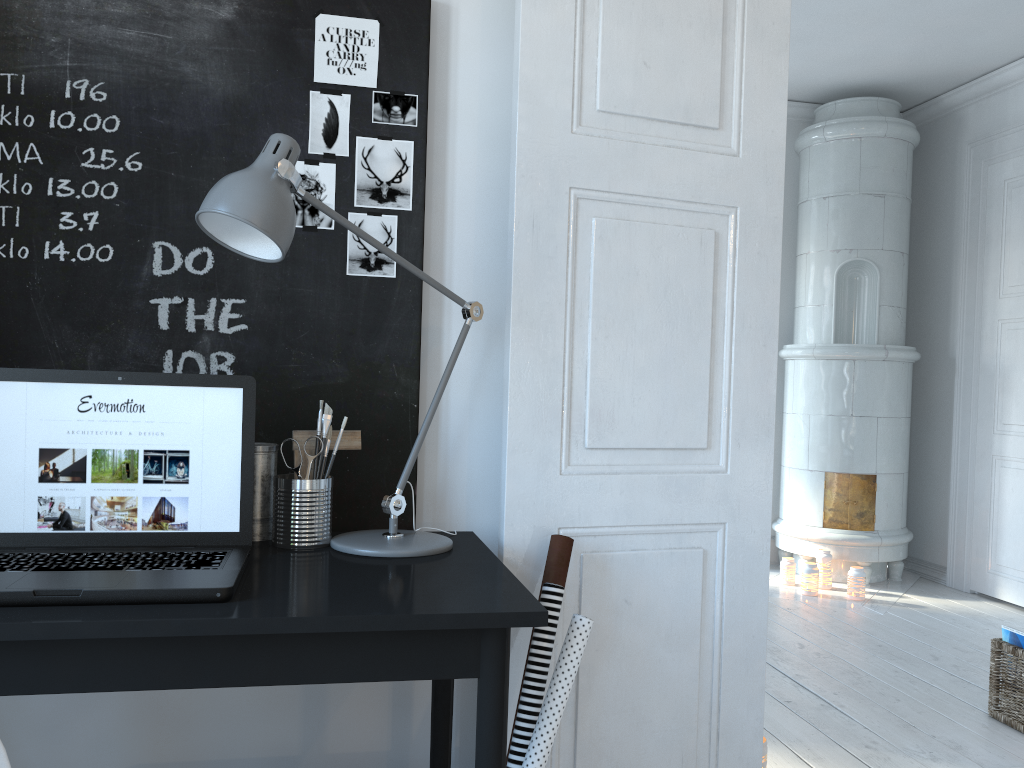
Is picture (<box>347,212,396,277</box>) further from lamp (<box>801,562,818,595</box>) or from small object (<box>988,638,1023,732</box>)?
lamp (<box>801,562,818,595</box>)

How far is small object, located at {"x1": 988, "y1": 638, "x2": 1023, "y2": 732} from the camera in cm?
287

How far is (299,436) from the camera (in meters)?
1.70

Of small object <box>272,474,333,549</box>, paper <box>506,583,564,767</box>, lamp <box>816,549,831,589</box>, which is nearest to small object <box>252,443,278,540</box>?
small object <box>272,474,333,549</box>

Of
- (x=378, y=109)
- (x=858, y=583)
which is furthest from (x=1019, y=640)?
(x=378, y=109)

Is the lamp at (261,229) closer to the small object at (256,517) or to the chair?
the small object at (256,517)

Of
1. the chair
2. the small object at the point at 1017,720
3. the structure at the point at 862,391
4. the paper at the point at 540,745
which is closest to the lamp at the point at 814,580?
the structure at the point at 862,391

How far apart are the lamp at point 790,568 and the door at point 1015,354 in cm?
93

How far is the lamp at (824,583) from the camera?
4.80m

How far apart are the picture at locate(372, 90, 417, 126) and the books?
2.52m
